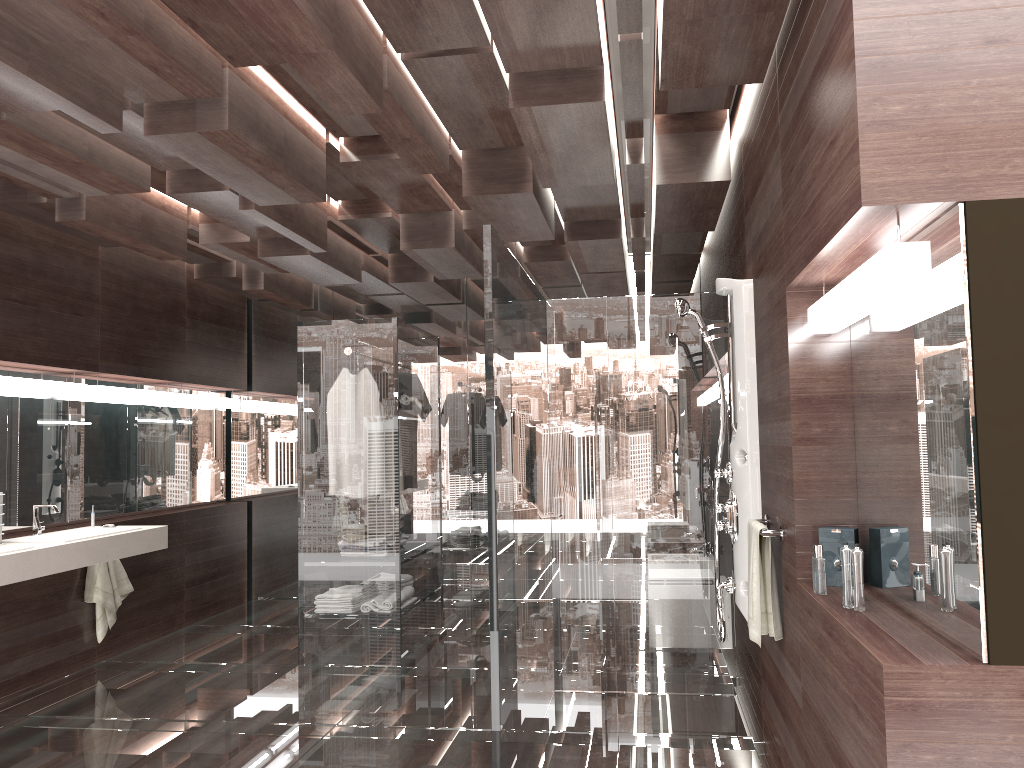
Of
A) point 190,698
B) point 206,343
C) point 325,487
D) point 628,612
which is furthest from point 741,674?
point 206,343

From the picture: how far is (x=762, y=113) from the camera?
3.2m

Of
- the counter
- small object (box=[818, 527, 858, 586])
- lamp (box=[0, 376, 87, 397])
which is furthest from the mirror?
the counter

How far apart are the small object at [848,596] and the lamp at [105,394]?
4.6 meters

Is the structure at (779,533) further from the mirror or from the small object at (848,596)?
the small object at (848,596)

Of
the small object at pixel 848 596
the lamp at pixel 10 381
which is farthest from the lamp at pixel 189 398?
the small object at pixel 848 596

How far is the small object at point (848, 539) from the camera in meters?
2.6

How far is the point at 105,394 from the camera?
5.5m

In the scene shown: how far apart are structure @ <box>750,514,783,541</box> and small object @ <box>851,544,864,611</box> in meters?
0.7

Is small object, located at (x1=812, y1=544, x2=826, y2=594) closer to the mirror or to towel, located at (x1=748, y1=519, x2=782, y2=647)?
the mirror
